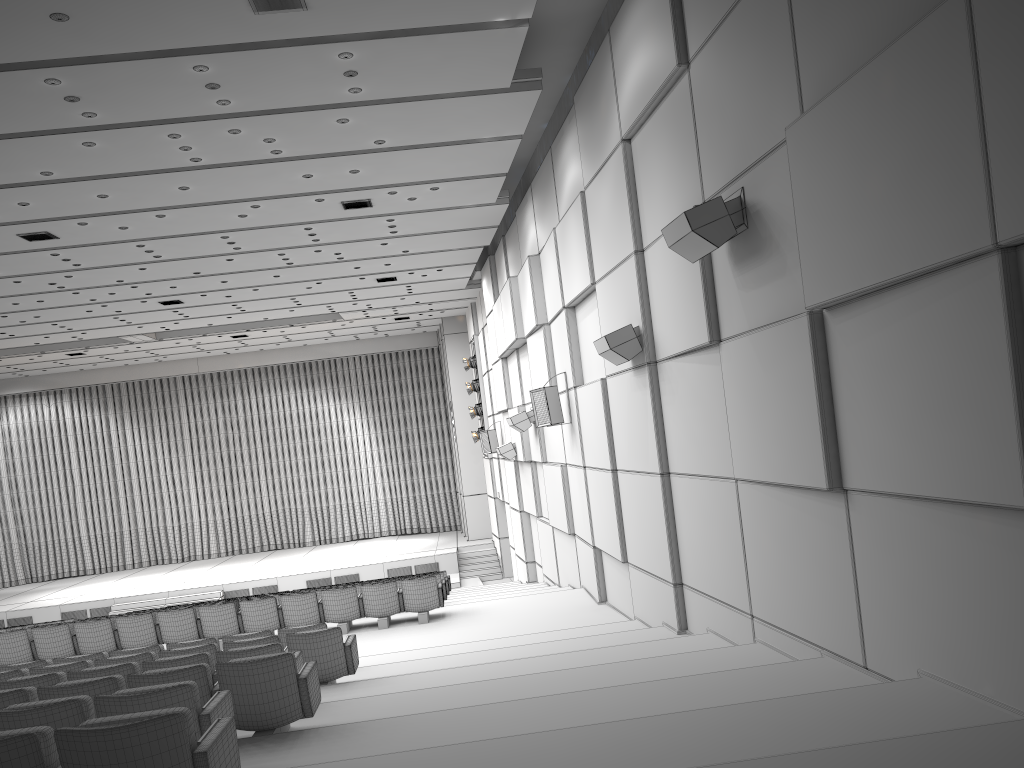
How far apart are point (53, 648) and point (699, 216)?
10.3m

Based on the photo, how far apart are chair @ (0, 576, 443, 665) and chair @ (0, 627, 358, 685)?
3.9 meters

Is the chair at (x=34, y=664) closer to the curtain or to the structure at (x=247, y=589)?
the structure at (x=247, y=589)

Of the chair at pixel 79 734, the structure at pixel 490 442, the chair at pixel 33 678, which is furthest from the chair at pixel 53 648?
the structure at pixel 490 442

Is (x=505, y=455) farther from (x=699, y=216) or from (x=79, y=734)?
(x=79, y=734)

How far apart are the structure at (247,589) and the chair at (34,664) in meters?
14.4

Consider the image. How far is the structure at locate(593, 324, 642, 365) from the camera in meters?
8.7 m

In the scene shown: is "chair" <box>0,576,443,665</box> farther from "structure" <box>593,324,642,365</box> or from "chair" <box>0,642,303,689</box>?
"chair" <box>0,642,303,689</box>

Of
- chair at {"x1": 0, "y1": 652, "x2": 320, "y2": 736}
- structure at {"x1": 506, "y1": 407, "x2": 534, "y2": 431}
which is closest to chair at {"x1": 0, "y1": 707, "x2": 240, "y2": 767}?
chair at {"x1": 0, "y1": 652, "x2": 320, "y2": 736}

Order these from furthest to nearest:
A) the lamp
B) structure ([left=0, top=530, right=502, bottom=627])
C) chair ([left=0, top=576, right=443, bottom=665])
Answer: the lamp → structure ([left=0, top=530, right=502, bottom=627]) → chair ([left=0, top=576, right=443, bottom=665])
